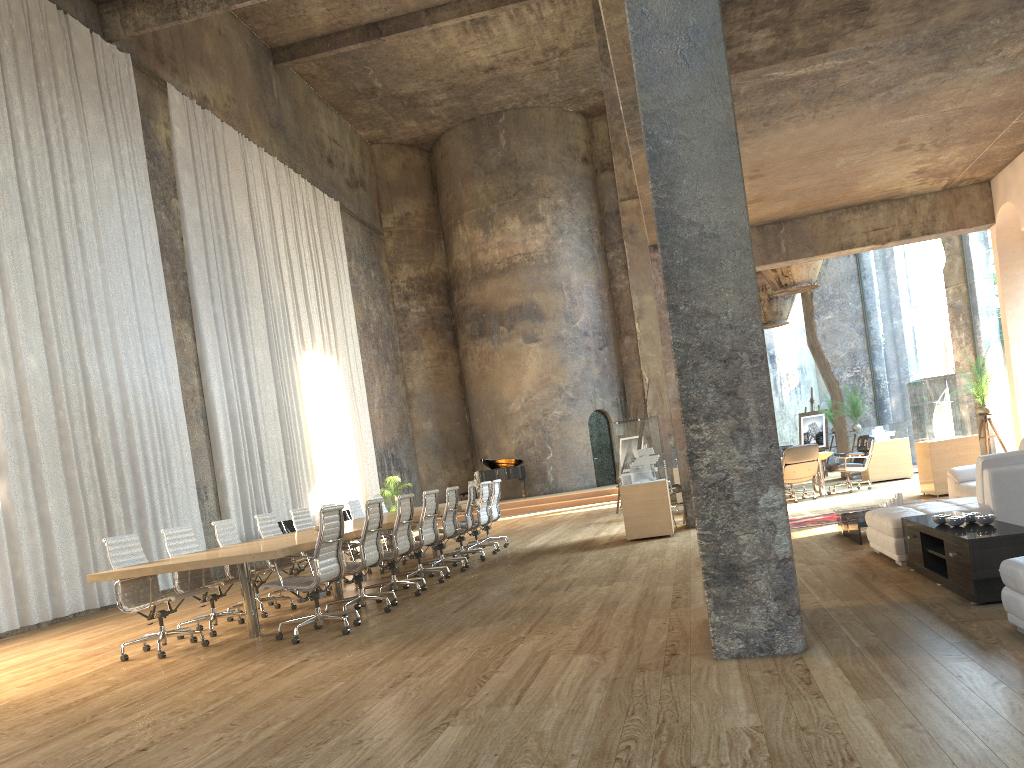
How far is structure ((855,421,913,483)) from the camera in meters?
15.5 m

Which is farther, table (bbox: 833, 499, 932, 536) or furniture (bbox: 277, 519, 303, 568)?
furniture (bbox: 277, 519, 303, 568)

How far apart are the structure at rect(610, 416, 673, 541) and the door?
1.2 meters

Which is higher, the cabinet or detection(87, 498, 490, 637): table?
detection(87, 498, 490, 637): table

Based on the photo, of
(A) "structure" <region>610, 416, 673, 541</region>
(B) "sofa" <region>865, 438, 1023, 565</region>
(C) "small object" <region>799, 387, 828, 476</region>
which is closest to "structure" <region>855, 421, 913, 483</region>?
(C) "small object" <region>799, 387, 828, 476</region>

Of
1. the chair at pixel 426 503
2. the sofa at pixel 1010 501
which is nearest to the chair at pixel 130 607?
the chair at pixel 426 503

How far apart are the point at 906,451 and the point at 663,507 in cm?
676

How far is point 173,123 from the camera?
15.9 meters

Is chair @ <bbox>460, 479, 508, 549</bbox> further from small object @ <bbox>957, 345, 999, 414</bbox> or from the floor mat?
small object @ <bbox>957, 345, 999, 414</bbox>

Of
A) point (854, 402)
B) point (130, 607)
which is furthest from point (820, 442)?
point (130, 607)
